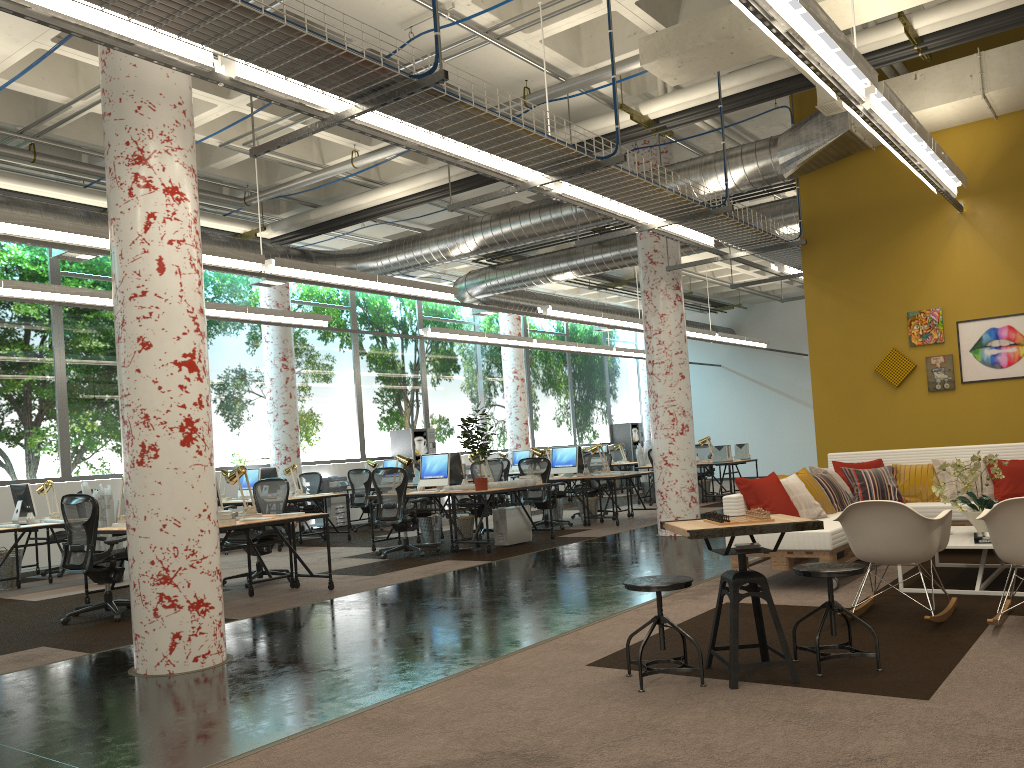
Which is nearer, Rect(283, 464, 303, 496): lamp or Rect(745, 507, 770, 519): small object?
Rect(745, 507, 770, 519): small object

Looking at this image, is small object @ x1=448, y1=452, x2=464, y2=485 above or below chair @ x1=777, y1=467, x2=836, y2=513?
above

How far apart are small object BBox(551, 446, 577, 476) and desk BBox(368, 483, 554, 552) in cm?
307

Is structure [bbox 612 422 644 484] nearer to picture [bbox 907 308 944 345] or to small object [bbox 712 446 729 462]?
small object [bbox 712 446 729 462]

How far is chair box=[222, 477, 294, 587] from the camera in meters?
9.1 m

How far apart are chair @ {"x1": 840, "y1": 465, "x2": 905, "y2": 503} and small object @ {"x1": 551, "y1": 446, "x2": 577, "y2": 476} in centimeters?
565cm

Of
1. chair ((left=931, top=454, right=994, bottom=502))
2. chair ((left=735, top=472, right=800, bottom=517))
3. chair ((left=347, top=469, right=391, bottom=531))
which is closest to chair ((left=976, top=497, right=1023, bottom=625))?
chair ((left=735, top=472, right=800, bottom=517))

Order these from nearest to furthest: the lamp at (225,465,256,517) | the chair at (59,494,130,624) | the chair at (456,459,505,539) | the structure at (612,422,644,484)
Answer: the chair at (59,494,130,624), the lamp at (225,465,256,517), the chair at (456,459,505,539), the structure at (612,422,644,484)

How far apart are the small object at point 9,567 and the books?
9.85m

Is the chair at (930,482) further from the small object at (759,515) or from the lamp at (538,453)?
the lamp at (538,453)
